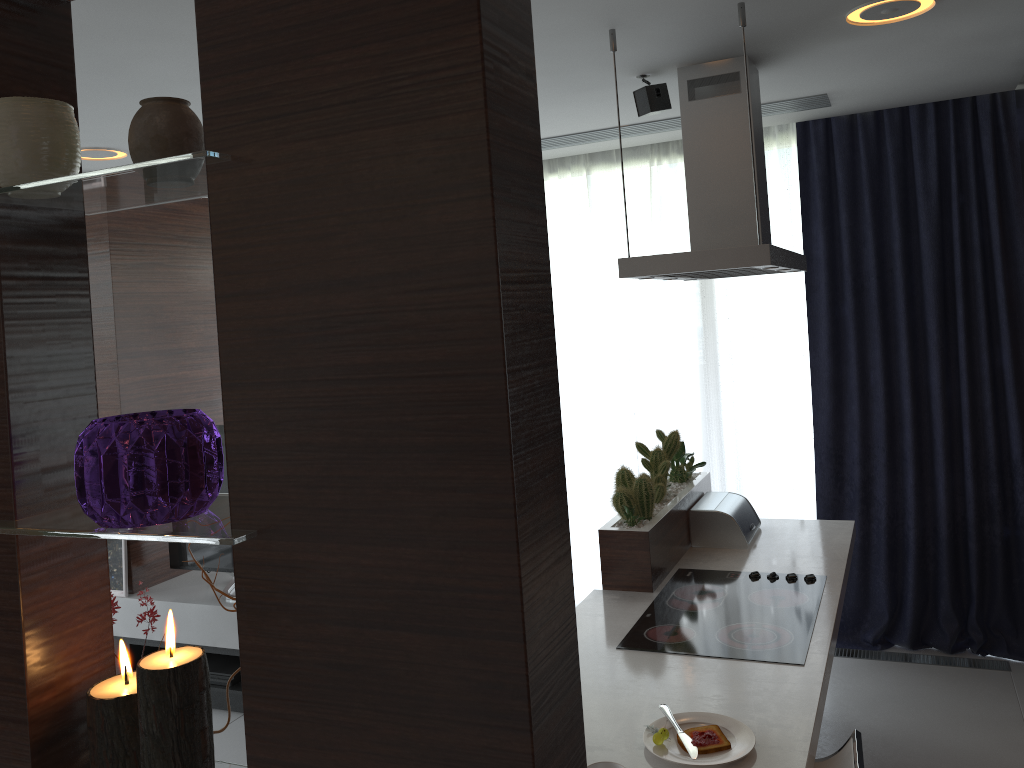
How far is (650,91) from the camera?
3.12m

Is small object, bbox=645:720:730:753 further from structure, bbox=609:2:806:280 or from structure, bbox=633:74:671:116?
structure, bbox=633:74:671:116

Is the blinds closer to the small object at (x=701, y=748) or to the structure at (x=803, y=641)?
the structure at (x=803, y=641)

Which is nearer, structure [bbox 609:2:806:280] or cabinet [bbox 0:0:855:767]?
cabinet [bbox 0:0:855:767]

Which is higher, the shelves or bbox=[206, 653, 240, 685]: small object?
the shelves

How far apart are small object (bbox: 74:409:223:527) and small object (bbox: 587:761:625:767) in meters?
1.2 m

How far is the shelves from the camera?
4.1m

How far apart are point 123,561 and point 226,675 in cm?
77

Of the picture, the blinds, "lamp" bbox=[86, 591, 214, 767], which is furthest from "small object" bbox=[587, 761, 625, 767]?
the picture

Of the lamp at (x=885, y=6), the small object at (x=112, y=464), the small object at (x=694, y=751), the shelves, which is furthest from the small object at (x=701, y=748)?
the shelves
